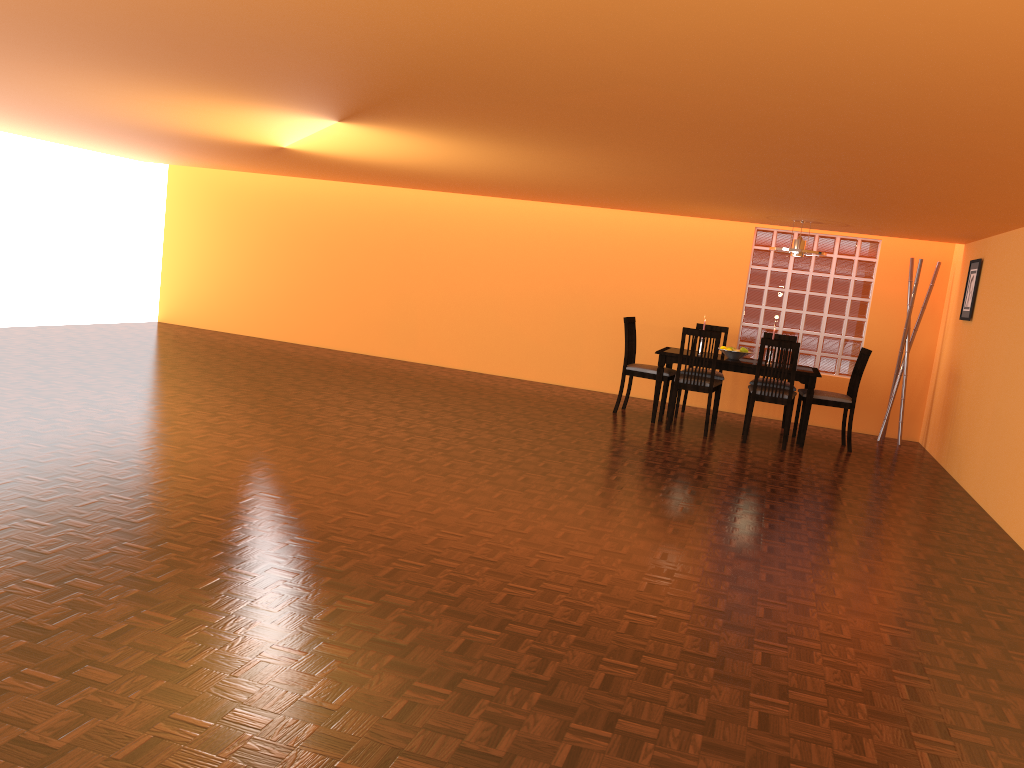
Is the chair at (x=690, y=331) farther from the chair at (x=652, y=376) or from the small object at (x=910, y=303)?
the small object at (x=910, y=303)

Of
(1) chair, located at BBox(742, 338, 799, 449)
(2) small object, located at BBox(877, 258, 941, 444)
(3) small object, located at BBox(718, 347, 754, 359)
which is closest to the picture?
(2) small object, located at BBox(877, 258, 941, 444)

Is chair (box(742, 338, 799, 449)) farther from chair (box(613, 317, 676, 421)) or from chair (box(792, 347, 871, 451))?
chair (box(613, 317, 676, 421))

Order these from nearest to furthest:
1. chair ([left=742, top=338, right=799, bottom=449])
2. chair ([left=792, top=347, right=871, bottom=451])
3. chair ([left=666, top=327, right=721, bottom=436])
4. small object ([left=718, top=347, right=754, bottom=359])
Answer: chair ([left=742, top=338, right=799, bottom=449]), chair ([left=666, top=327, right=721, bottom=436]), chair ([left=792, top=347, right=871, bottom=451]), small object ([left=718, top=347, right=754, bottom=359])

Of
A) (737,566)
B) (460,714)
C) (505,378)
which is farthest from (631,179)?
(460,714)

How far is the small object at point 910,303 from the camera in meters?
7.4 m

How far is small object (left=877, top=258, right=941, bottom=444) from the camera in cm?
742

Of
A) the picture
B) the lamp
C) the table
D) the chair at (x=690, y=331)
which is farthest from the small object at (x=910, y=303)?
the chair at (x=690, y=331)

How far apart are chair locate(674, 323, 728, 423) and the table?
0.3m

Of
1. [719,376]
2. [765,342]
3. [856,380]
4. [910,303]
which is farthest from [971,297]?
[719,376]
